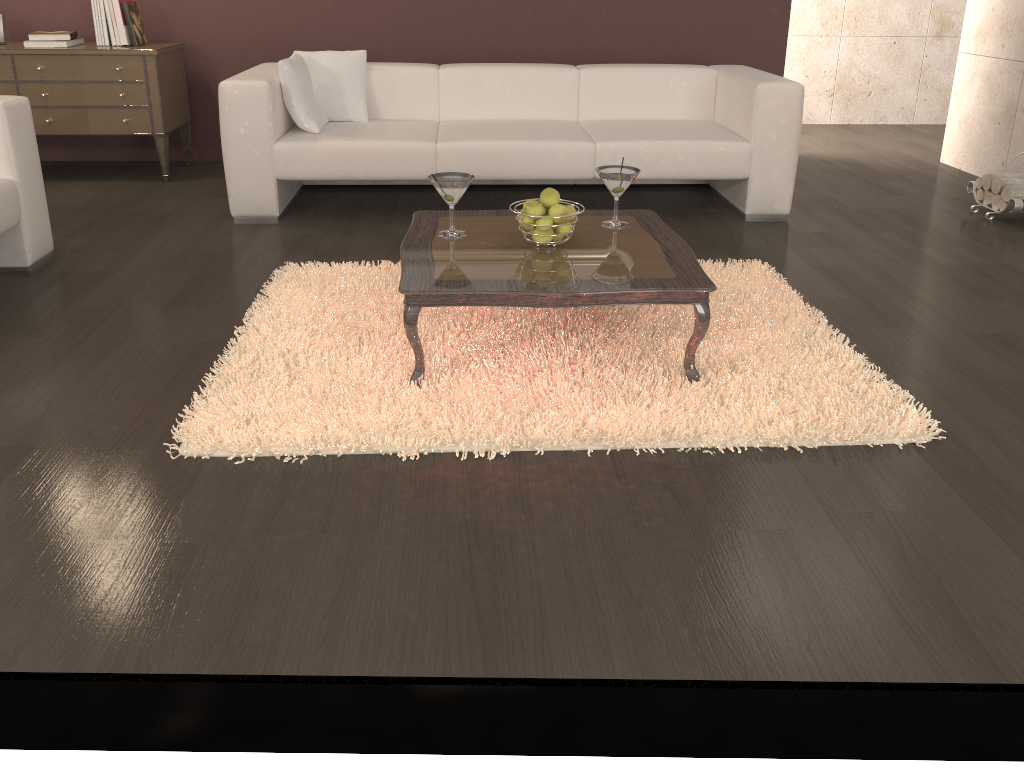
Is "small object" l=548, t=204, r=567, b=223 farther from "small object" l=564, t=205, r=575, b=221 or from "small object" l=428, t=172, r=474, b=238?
"small object" l=428, t=172, r=474, b=238

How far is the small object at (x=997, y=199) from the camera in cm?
432

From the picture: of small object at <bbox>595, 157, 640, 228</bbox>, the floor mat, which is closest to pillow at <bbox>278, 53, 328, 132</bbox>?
the floor mat

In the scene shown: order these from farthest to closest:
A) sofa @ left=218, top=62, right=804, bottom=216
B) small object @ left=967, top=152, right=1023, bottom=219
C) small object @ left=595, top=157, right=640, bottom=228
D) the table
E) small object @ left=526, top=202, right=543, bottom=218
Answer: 1. small object @ left=967, top=152, right=1023, bottom=219
2. sofa @ left=218, top=62, right=804, bottom=216
3. small object @ left=595, top=157, right=640, bottom=228
4. small object @ left=526, top=202, right=543, bottom=218
5. the table

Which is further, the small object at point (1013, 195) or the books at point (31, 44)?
the books at point (31, 44)

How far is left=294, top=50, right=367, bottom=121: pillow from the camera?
4.4 meters

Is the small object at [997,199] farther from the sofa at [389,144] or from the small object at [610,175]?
the small object at [610,175]

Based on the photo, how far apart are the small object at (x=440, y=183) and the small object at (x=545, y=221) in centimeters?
28cm

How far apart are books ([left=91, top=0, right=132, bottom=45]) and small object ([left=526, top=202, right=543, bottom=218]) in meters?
3.3

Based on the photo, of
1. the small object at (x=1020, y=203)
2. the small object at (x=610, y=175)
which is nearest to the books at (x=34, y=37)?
the small object at (x=610, y=175)
